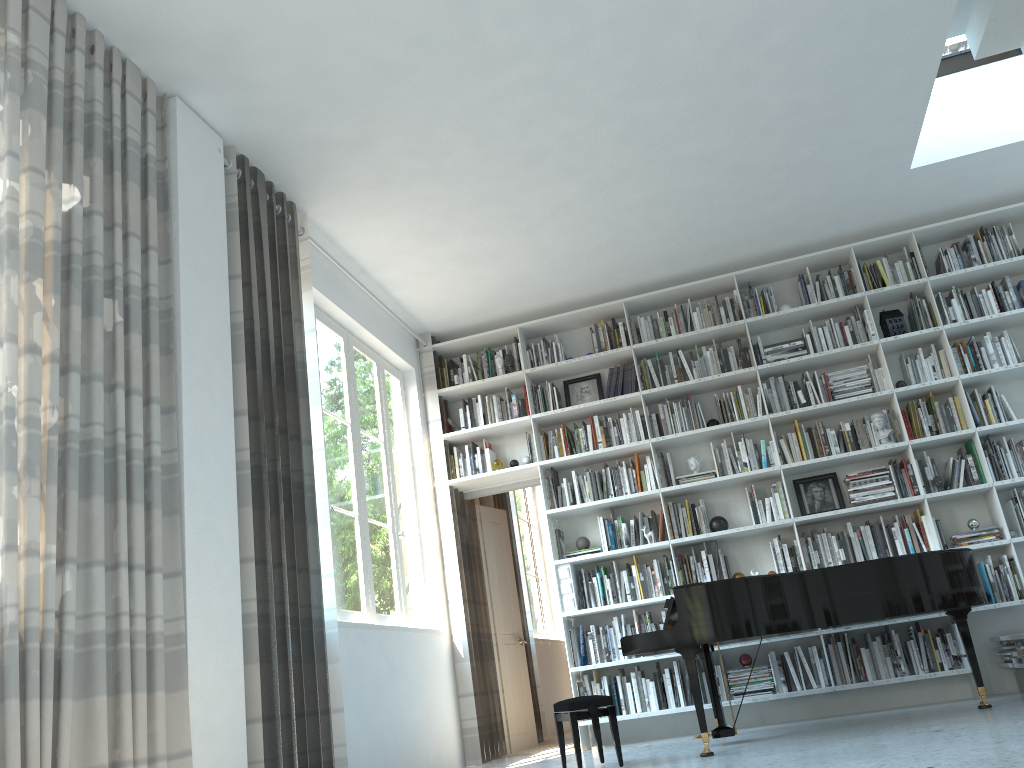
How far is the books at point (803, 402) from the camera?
6.3 meters

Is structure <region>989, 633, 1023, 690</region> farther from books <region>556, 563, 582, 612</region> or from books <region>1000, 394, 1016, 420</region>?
books <region>556, 563, 582, 612</region>

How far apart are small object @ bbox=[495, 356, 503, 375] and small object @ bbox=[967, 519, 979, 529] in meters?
3.4 m

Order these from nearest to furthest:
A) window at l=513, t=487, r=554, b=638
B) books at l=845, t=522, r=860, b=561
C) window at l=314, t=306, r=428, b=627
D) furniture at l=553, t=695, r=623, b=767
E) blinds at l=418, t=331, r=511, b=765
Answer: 1. furniture at l=553, t=695, r=623, b=767
2. window at l=314, t=306, r=428, b=627
3. books at l=845, t=522, r=860, b=561
4. blinds at l=418, t=331, r=511, b=765
5. window at l=513, t=487, r=554, b=638

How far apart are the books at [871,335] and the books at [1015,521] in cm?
138

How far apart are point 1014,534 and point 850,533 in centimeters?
99cm

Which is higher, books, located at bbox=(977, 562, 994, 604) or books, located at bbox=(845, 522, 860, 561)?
books, located at bbox=(845, 522, 860, 561)

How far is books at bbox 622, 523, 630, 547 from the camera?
6.31m

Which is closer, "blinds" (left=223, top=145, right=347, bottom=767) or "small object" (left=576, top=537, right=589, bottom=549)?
"blinds" (left=223, top=145, right=347, bottom=767)

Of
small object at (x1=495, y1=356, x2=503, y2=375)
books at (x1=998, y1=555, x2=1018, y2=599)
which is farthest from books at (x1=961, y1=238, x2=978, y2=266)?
small object at (x1=495, y1=356, x2=503, y2=375)
